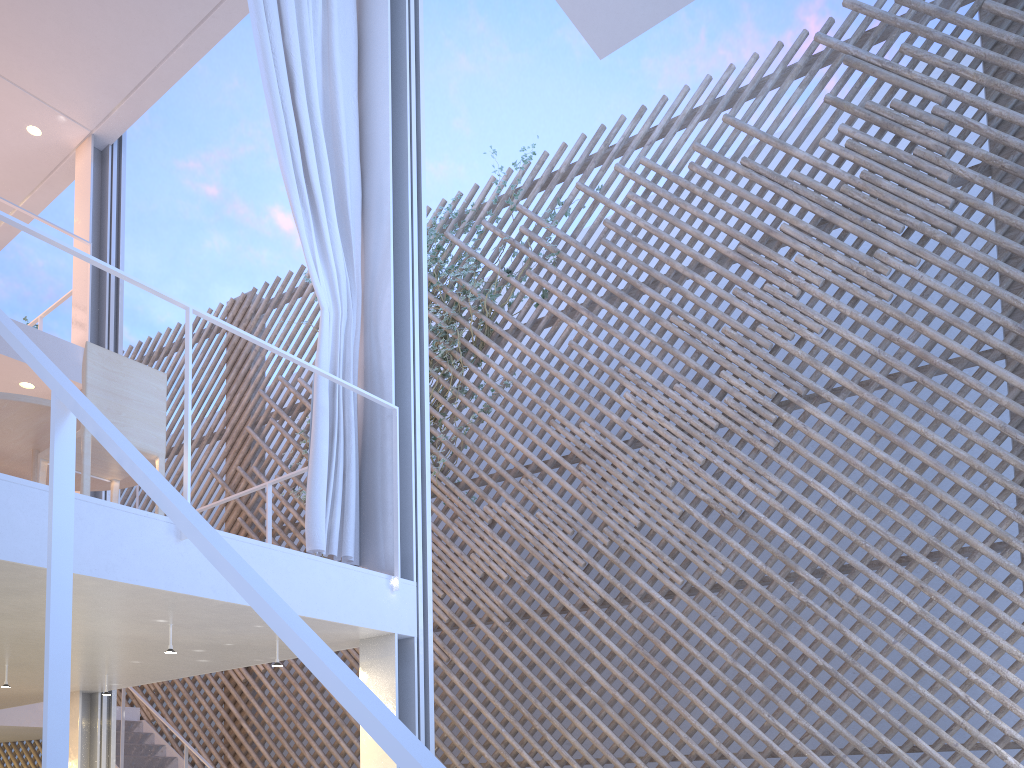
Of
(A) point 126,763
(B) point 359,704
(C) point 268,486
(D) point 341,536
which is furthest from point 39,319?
(B) point 359,704

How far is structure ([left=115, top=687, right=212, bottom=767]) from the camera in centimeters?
482cm

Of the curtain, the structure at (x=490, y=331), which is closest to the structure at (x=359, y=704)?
the curtain

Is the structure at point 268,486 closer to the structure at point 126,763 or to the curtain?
the curtain

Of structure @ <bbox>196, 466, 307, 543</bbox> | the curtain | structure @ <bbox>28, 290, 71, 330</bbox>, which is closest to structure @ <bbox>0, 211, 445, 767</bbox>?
the curtain

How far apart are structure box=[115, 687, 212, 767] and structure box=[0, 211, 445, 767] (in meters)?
2.76

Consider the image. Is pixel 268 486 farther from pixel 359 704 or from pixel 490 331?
pixel 359 704

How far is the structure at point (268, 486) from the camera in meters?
3.0 m

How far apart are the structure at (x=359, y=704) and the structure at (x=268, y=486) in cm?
75

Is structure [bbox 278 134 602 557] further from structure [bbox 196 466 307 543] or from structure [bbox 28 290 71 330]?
structure [bbox 28 290 71 330]
